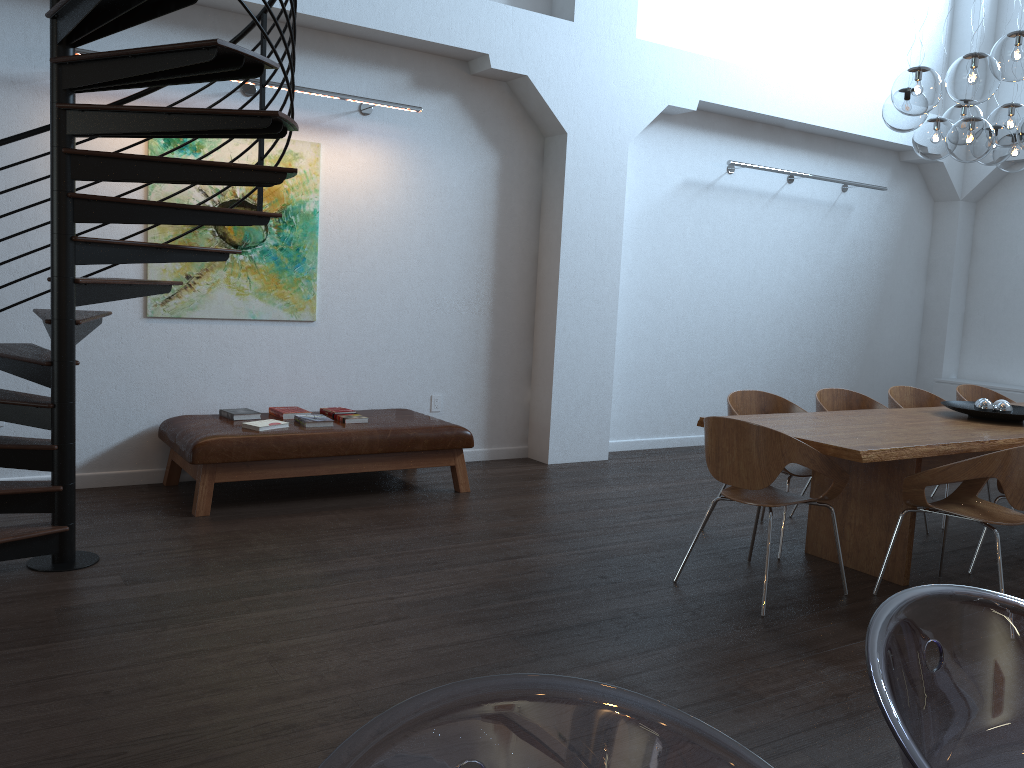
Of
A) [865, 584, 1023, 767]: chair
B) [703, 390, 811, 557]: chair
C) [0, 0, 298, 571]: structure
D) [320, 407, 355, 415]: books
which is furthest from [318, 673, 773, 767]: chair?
[320, 407, 355, 415]: books

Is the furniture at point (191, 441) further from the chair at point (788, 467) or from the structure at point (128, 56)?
the chair at point (788, 467)

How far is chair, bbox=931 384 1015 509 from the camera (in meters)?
6.48

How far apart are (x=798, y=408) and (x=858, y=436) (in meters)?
1.10

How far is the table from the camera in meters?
4.0 m

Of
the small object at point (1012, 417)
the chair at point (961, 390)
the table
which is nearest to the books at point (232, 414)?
the table

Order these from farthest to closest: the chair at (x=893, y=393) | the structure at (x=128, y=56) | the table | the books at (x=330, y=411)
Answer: the chair at (x=893, y=393)
the books at (x=330, y=411)
the table
the structure at (x=128, y=56)

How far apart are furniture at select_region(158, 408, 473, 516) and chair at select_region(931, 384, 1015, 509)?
3.5 meters

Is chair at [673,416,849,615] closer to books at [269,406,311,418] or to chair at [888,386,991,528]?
chair at [888,386,991,528]

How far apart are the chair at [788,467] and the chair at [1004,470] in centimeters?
72cm
